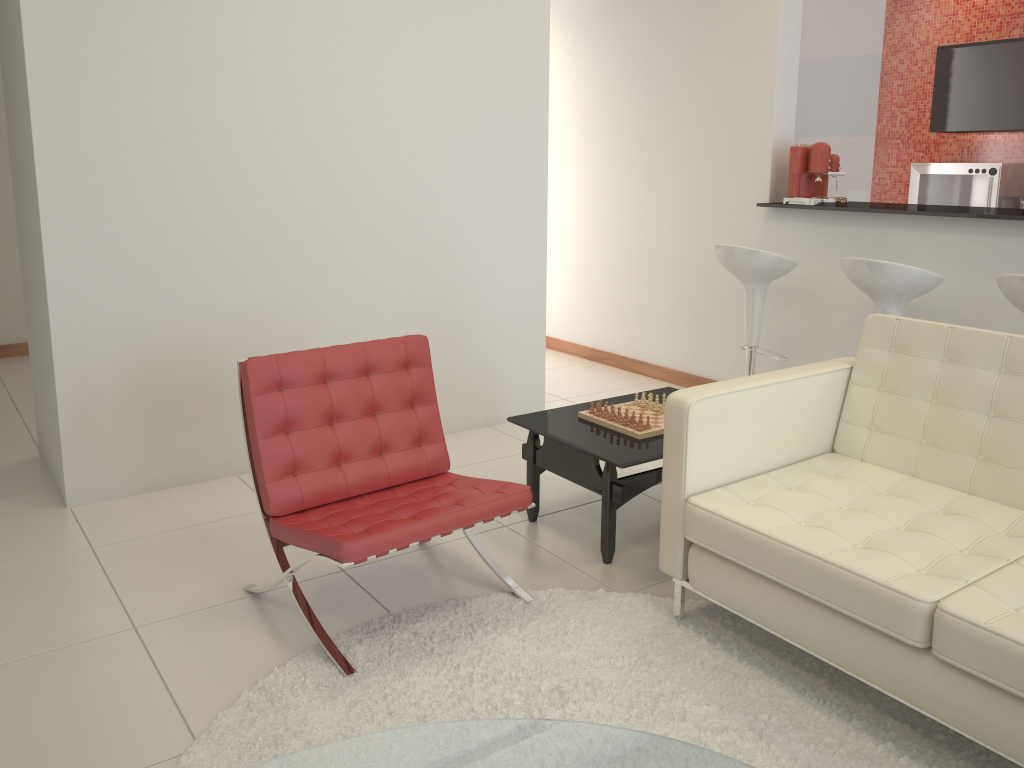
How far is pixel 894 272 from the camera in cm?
388

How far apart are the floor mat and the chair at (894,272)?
1.8m

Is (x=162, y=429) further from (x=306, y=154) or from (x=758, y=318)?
(x=758, y=318)

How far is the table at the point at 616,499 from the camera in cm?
315

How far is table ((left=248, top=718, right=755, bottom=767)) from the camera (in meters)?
1.57

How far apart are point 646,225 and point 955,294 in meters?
2.1 m

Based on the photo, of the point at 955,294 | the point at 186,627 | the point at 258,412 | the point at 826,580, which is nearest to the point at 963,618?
the point at 826,580

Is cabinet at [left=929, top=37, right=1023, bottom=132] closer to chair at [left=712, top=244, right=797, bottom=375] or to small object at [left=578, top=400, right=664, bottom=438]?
chair at [left=712, top=244, right=797, bottom=375]

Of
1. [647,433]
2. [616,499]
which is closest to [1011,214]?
[647,433]

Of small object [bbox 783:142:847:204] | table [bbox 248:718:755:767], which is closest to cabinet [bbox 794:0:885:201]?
small object [bbox 783:142:847:204]
